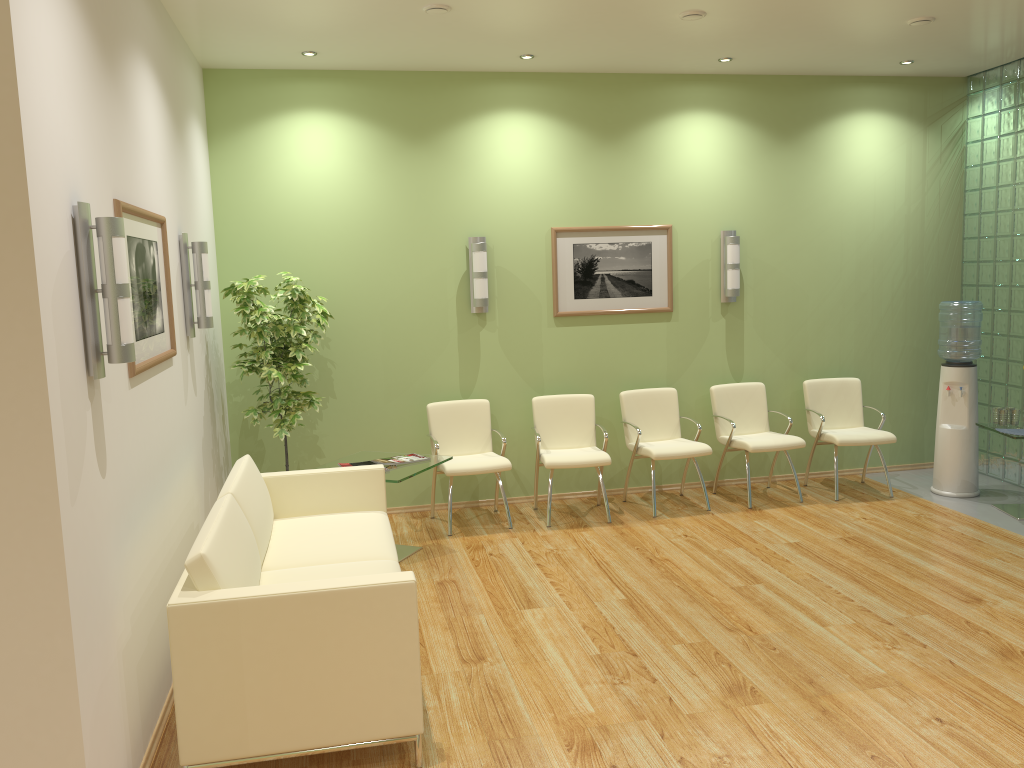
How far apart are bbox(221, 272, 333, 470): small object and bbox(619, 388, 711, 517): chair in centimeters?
237cm

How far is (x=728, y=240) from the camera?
7.10m

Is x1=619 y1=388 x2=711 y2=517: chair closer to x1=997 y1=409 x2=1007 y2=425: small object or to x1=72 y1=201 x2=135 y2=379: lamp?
x1=997 y1=409 x2=1007 y2=425: small object

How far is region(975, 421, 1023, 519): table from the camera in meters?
6.3 m

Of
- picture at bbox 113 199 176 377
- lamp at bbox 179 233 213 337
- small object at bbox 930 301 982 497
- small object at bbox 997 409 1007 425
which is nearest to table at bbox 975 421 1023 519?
small object at bbox 997 409 1007 425

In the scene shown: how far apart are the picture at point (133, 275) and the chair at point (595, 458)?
2.8 meters

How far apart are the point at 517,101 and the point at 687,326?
2.2m

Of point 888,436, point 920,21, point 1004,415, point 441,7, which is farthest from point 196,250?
point 1004,415

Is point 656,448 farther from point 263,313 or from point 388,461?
point 263,313

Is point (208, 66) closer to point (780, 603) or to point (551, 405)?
point (551, 405)
